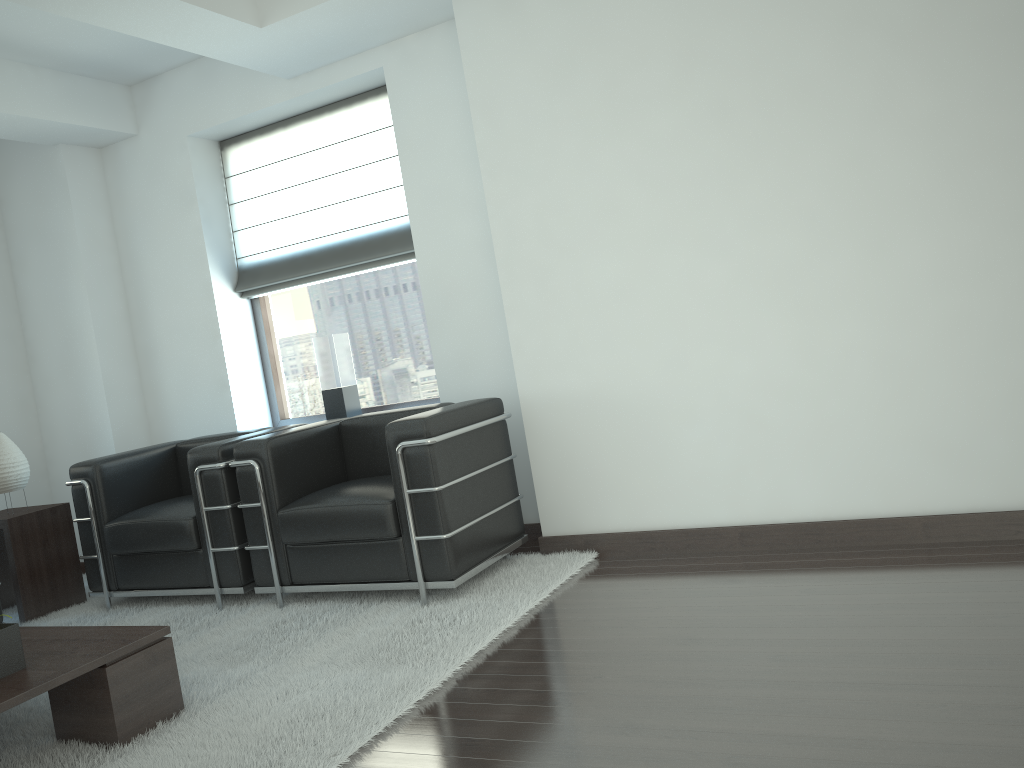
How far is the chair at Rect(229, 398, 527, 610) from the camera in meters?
5.3

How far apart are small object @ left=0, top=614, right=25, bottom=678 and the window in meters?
3.9

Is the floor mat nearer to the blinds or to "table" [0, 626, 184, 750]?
"table" [0, 626, 184, 750]

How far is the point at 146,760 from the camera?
3.81m

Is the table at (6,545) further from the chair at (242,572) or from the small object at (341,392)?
the small object at (341,392)

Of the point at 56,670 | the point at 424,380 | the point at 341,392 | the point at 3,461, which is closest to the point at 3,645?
the point at 56,670

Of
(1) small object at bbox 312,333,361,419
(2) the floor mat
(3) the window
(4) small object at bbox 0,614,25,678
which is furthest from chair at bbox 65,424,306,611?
(4) small object at bbox 0,614,25,678

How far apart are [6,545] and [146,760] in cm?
367

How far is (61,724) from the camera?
4.1 meters

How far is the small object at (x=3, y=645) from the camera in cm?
391
